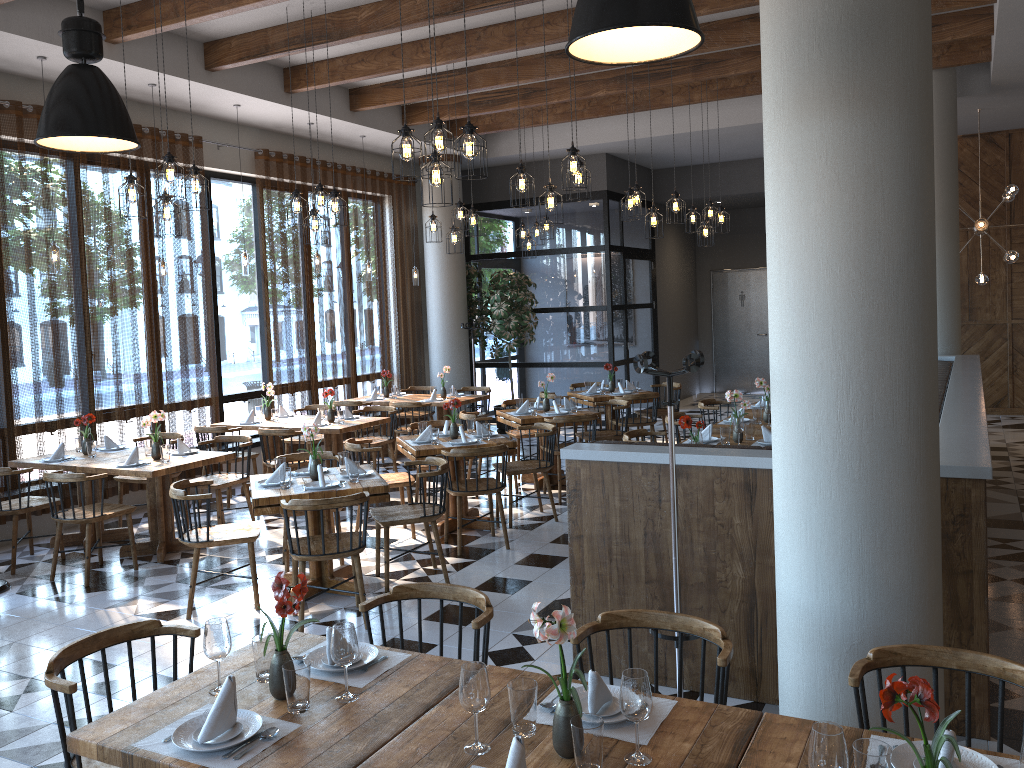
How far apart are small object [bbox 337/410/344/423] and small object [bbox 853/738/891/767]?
7.4m

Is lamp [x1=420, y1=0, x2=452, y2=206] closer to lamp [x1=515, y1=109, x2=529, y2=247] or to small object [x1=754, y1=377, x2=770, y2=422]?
small object [x1=754, y1=377, x2=770, y2=422]

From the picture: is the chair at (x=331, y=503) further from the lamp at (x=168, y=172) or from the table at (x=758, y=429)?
the table at (x=758, y=429)

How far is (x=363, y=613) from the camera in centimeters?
532cm

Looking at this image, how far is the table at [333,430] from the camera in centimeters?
858cm

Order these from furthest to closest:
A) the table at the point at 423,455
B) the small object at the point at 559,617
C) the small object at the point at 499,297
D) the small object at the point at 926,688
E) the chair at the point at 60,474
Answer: the small object at the point at 499,297 → the table at the point at 423,455 → the chair at the point at 60,474 → the small object at the point at 559,617 → the small object at the point at 926,688

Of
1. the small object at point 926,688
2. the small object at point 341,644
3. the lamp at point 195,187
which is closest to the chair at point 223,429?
the lamp at point 195,187

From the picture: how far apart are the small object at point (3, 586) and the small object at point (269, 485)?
2.1 meters

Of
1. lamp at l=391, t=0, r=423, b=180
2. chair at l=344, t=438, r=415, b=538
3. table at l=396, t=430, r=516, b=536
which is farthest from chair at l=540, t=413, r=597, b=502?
lamp at l=391, t=0, r=423, b=180

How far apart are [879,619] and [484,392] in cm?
1138
